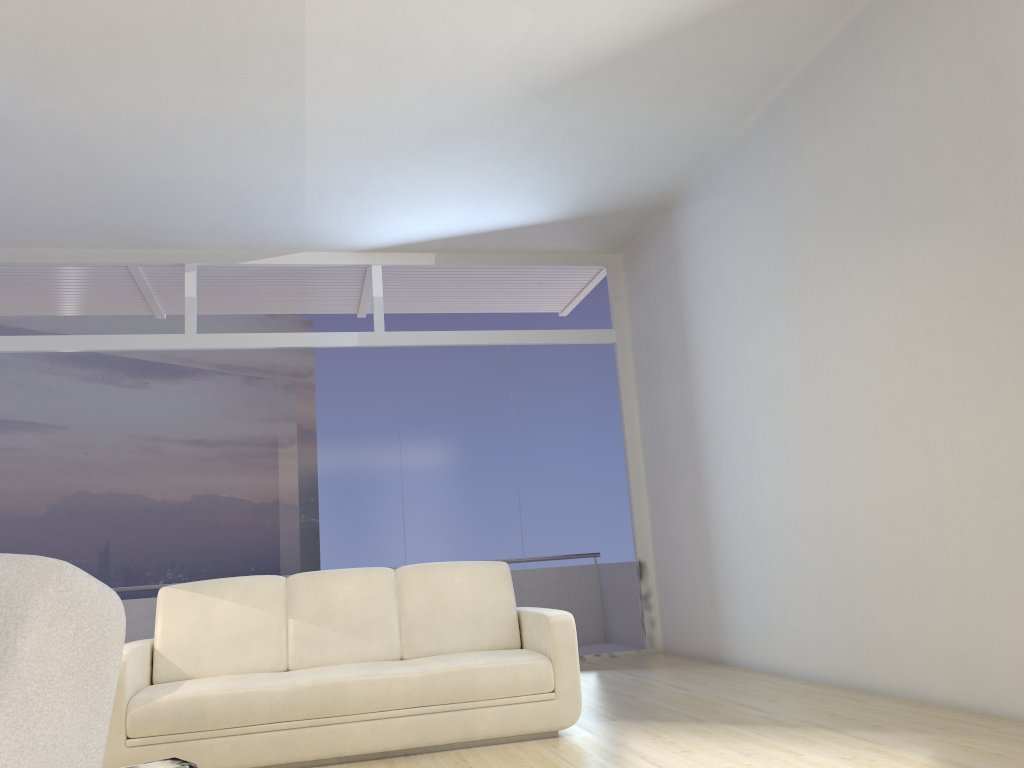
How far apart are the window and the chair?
6.4m

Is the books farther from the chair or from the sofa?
the chair

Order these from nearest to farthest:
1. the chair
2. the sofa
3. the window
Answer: the chair, the sofa, the window

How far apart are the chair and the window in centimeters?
636cm

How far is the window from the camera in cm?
728

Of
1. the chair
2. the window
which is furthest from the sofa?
the chair

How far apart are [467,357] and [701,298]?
2.2m

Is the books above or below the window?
below

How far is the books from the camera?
3.37m

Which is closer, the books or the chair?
the chair
